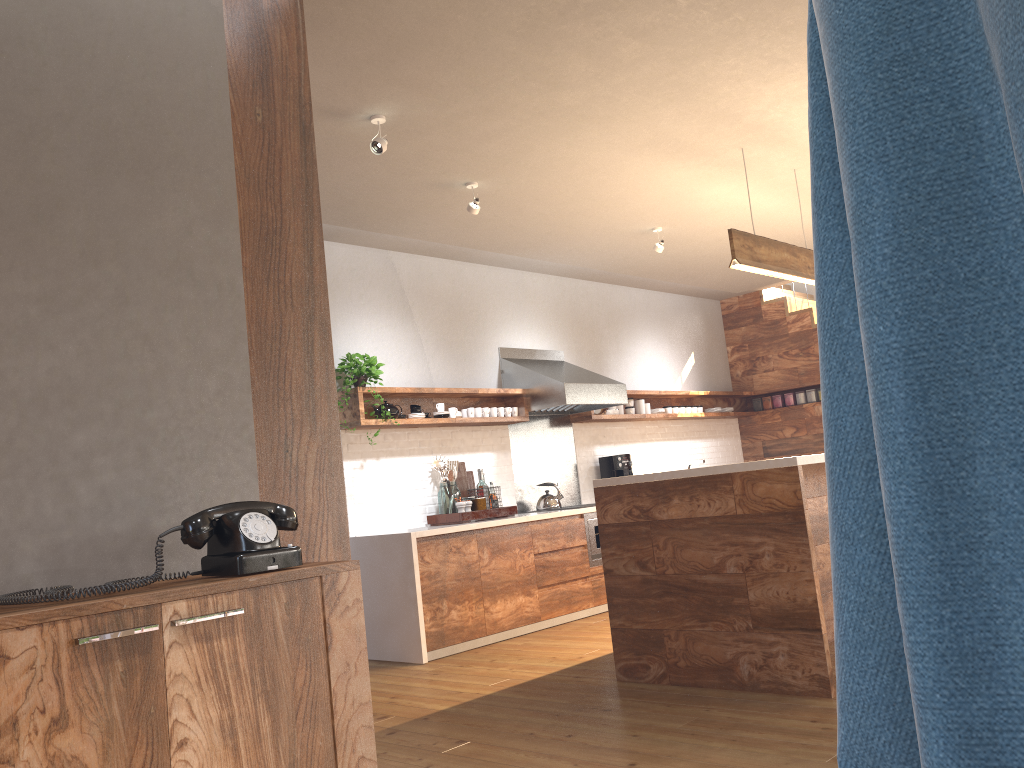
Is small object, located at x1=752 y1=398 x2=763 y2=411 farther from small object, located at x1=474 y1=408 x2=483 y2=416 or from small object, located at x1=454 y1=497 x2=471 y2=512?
small object, located at x1=454 y1=497 x2=471 y2=512

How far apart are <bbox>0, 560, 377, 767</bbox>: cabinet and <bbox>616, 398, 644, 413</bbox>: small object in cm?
620

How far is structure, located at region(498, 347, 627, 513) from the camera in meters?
6.8

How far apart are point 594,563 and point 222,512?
4.9 meters

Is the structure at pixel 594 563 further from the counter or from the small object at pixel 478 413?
the small object at pixel 478 413

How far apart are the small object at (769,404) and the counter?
3.9m

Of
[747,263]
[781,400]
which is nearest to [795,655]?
[747,263]

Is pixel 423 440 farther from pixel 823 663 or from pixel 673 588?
pixel 823 663

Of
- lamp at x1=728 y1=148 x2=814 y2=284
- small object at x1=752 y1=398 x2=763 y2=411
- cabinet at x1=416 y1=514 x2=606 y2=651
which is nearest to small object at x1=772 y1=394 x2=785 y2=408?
small object at x1=752 y1=398 x2=763 y2=411

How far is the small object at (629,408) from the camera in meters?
8.0 m
